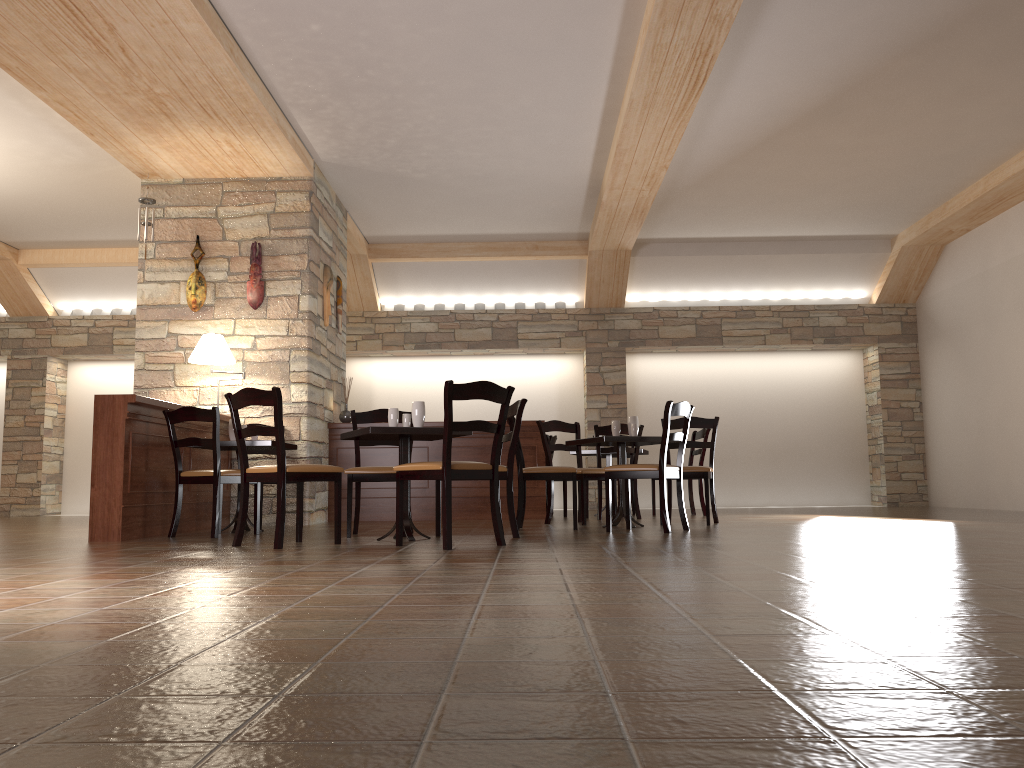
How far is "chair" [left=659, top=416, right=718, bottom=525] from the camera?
6.6m

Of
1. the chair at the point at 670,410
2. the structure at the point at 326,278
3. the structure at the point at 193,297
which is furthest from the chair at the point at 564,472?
the structure at the point at 193,297

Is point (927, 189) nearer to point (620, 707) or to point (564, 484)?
point (564, 484)

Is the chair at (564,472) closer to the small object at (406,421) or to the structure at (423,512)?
the small object at (406,421)

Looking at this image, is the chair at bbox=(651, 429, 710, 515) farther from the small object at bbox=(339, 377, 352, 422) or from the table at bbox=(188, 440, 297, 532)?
the table at bbox=(188, 440, 297, 532)

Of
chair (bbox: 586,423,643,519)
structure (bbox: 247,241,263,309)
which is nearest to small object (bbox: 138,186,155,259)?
structure (bbox: 247,241,263,309)

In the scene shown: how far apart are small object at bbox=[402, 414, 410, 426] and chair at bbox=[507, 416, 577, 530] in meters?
1.0 m

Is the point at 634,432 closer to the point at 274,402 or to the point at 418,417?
the point at 418,417

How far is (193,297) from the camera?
7.64m

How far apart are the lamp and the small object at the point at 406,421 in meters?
2.4 m
